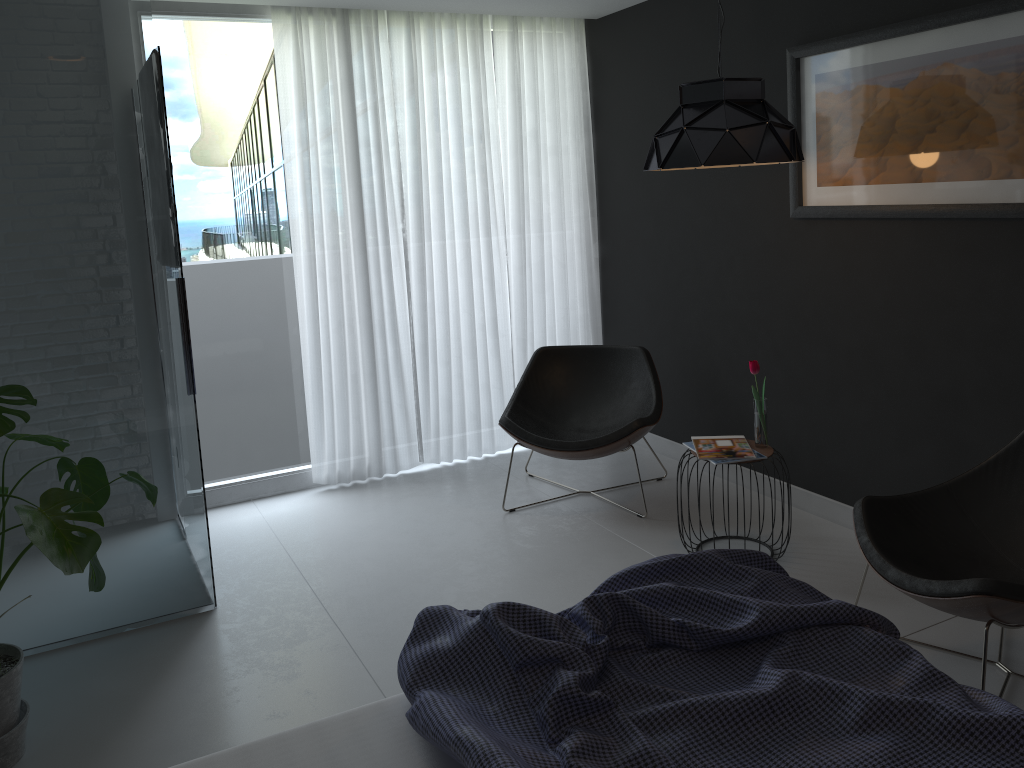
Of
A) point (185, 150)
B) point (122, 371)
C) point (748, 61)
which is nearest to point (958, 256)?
point (748, 61)

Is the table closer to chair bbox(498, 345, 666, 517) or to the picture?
chair bbox(498, 345, 666, 517)

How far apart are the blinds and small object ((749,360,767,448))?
1.8 meters

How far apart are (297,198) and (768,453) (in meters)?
2.62

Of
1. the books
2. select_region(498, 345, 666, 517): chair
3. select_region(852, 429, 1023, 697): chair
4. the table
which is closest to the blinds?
select_region(498, 345, 666, 517): chair

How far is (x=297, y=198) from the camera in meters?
4.5

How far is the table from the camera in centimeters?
352cm

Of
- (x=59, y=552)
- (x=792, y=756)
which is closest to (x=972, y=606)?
(x=792, y=756)

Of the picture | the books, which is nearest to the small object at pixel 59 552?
the books

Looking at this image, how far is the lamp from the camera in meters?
3.1 m
